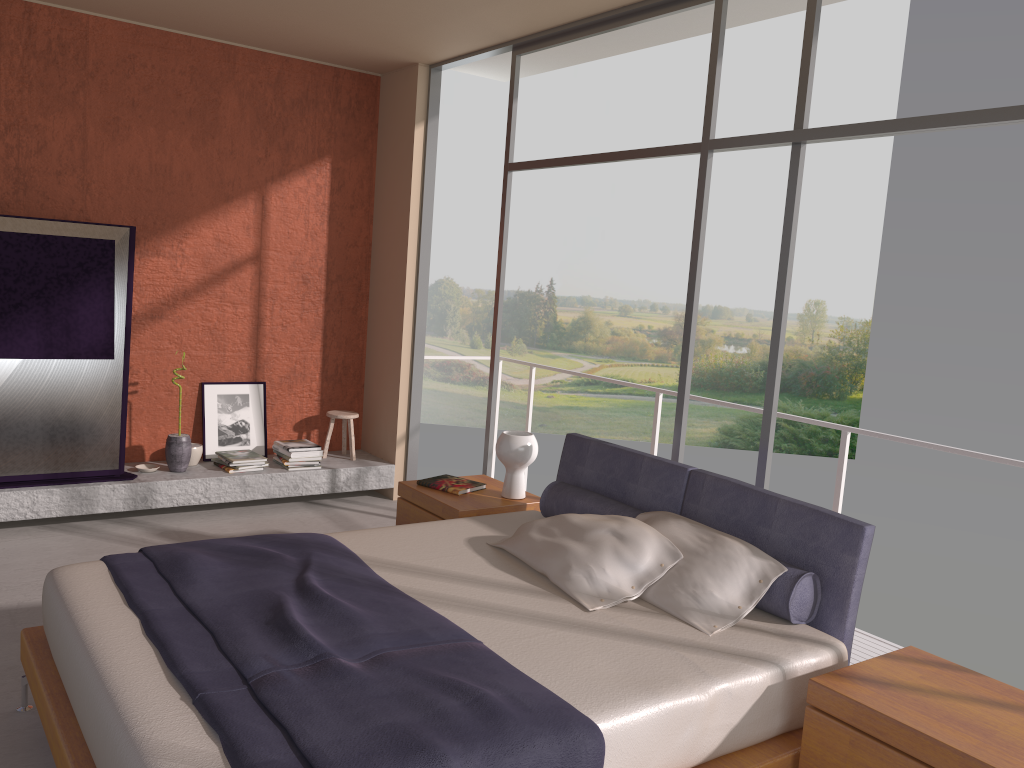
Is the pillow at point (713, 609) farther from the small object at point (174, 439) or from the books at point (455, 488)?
the small object at point (174, 439)

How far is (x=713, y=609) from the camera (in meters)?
3.09

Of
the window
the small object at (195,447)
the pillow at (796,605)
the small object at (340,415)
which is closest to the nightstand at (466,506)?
the pillow at (796,605)

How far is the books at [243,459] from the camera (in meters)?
6.00

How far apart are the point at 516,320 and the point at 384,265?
16.7m

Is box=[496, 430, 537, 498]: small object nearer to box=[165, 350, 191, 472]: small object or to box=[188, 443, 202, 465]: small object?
box=[165, 350, 191, 472]: small object

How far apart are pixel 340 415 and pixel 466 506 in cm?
240

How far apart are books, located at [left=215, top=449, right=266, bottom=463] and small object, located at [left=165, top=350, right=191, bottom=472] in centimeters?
27cm

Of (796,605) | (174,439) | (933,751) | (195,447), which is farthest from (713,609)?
(195,447)

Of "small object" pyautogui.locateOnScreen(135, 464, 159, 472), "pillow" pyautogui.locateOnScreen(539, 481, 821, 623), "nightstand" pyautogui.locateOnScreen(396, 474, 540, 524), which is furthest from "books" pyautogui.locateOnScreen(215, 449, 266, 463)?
"pillow" pyautogui.locateOnScreen(539, 481, 821, 623)
